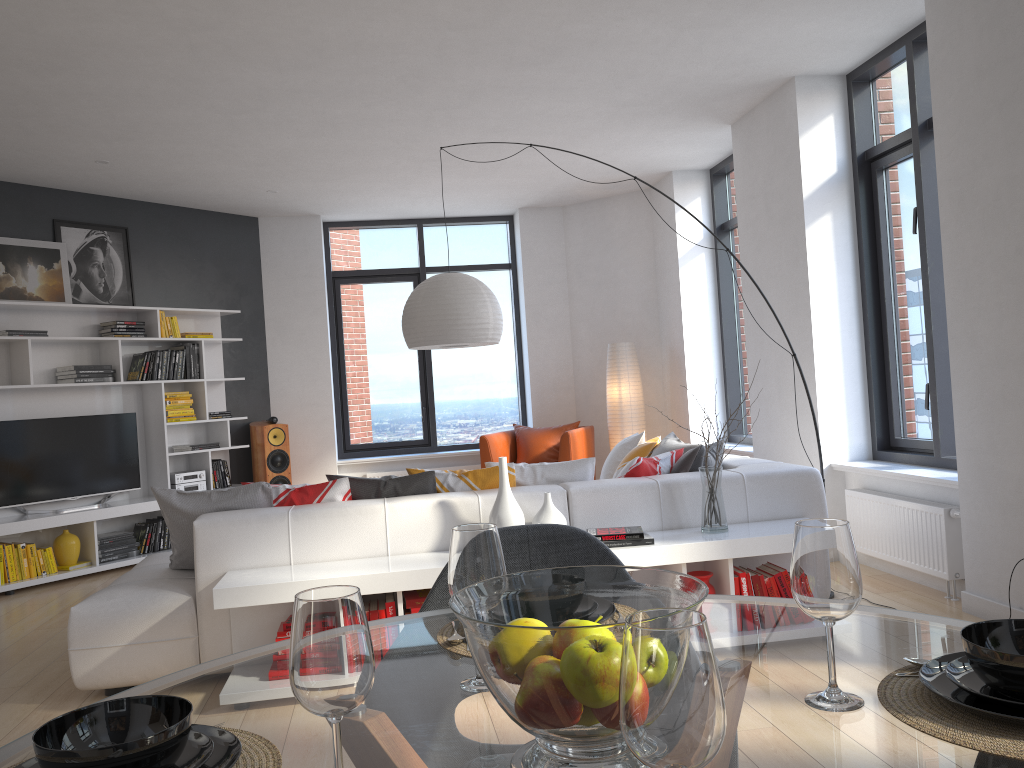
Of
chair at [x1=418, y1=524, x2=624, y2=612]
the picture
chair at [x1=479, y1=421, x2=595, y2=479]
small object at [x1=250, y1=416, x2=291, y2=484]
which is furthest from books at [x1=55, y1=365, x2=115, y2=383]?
chair at [x1=418, y1=524, x2=624, y2=612]

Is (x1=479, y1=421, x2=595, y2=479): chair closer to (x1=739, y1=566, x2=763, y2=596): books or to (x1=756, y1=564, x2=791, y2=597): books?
(x1=756, y1=564, x2=791, y2=597): books

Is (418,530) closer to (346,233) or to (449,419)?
(449,419)

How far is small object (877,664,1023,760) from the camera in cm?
93

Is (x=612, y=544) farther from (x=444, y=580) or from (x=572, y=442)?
(x=572, y=442)

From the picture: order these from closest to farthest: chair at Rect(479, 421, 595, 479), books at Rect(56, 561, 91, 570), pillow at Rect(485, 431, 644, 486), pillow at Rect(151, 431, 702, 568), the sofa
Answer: the sofa, pillow at Rect(151, 431, 702, 568), pillow at Rect(485, 431, 644, 486), books at Rect(56, 561, 91, 570), chair at Rect(479, 421, 595, 479)

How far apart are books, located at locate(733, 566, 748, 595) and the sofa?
0.33m

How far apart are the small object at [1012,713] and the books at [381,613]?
2.69m

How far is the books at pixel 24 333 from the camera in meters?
6.4 m

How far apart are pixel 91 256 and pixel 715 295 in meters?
5.2
